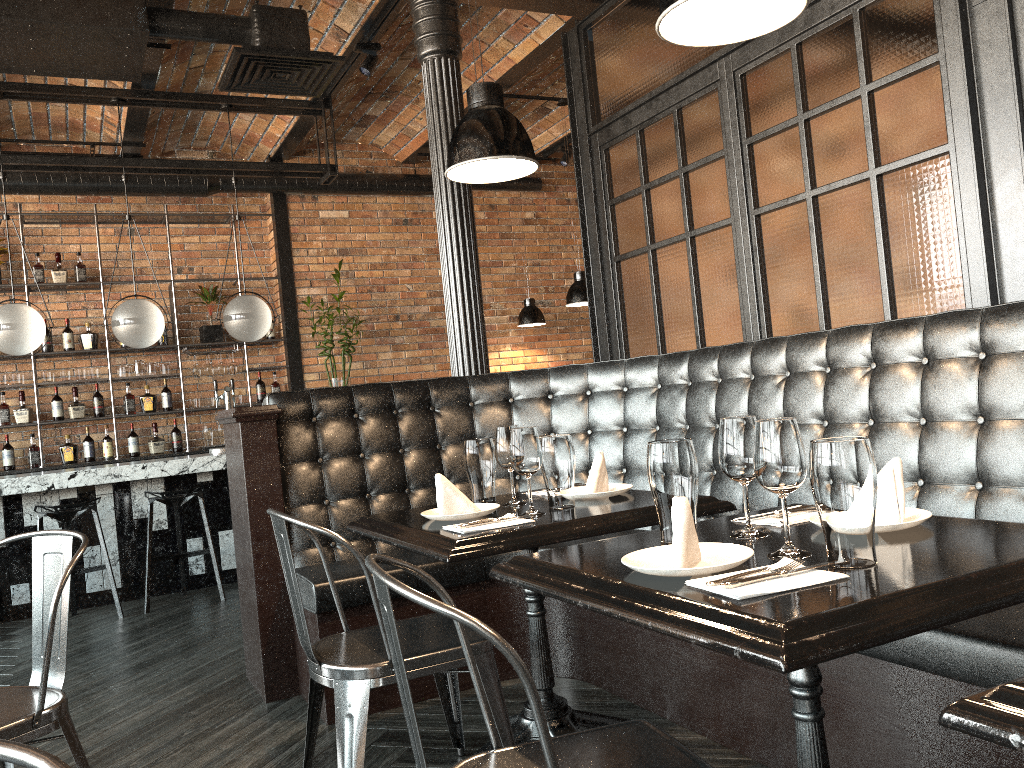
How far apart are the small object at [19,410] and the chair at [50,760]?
7.5 meters

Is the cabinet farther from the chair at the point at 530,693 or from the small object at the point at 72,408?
the chair at the point at 530,693

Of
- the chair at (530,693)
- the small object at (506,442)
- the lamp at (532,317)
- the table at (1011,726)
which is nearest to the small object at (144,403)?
the lamp at (532,317)

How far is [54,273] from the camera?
7.4m

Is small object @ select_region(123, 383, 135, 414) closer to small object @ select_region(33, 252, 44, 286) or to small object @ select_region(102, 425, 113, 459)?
small object @ select_region(102, 425, 113, 459)

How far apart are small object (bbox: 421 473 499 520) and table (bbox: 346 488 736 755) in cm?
2

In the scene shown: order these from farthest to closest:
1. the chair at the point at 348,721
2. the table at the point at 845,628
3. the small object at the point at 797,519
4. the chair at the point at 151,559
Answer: the chair at the point at 151,559, the chair at the point at 348,721, the small object at the point at 797,519, the table at the point at 845,628

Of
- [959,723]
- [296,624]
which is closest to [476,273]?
[296,624]

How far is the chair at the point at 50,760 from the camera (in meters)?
0.68

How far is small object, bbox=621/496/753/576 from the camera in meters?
1.5 m
